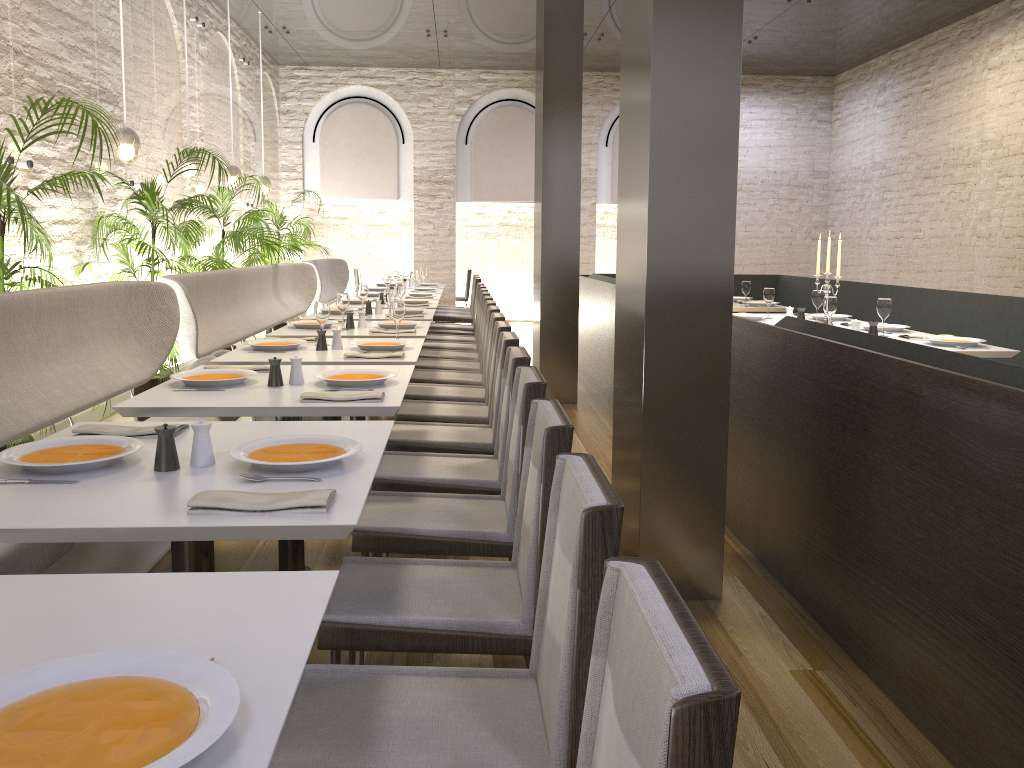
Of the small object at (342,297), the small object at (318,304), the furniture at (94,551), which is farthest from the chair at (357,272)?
the small object at (318,304)

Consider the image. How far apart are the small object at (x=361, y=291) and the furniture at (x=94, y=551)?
1.96m

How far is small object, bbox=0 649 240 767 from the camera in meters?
0.9 m

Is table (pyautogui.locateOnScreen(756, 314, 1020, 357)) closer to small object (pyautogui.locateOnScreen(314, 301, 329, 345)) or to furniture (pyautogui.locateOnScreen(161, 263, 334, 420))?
small object (pyautogui.locateOnScreen(314, 301, 329, 345))

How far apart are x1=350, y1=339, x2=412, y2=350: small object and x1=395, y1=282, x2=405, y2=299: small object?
2.4 meters

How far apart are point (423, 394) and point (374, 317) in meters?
1.8 m

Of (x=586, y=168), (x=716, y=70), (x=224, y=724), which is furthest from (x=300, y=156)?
(x=224, y=724)

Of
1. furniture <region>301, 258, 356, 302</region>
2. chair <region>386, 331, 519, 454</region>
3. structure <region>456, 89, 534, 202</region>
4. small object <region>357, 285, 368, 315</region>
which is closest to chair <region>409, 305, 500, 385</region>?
small object <region>357, 285, 368, 315</region>

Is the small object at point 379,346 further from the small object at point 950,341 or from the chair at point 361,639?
the small object at point 950,341

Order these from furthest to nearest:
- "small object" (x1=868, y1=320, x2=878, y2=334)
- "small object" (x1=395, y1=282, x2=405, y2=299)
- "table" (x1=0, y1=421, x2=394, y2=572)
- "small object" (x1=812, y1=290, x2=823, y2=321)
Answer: "small object" (x1=395, y1=282, x2=405, y2=299)
"small object" (x1=812, y1=290, x2=823, y2=321)
"small object" (x1=868, y1=320, x2=878, y2=334)
"table" (x1=0, y1=421, x2=394, y2=572)
